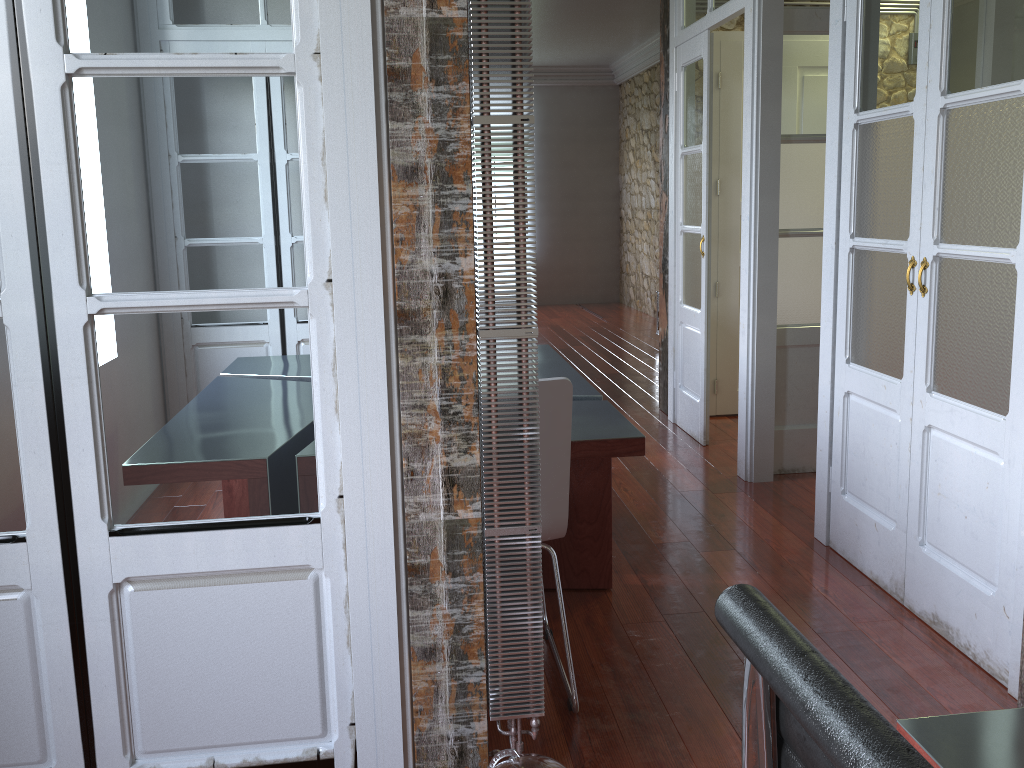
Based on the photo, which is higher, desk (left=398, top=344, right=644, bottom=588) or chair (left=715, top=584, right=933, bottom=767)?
chair (left=715, top=584, right=933, bottom=767)

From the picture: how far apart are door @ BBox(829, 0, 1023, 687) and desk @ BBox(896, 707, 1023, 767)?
1.5 meters

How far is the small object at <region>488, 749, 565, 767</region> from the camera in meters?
1.7

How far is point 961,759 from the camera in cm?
97

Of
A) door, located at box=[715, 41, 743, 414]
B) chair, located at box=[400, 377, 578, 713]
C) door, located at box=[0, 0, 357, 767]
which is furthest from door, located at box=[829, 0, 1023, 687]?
door, located at box=[715, 41, 743, 414]

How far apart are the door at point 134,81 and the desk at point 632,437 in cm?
93

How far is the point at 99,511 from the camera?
1.7 meters

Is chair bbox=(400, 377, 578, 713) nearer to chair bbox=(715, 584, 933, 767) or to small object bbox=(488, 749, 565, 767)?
small object bbox=(488, 749, 565, 767)

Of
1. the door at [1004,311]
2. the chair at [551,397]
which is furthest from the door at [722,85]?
the chair at [551,397]

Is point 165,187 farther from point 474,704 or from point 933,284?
point 933,284
